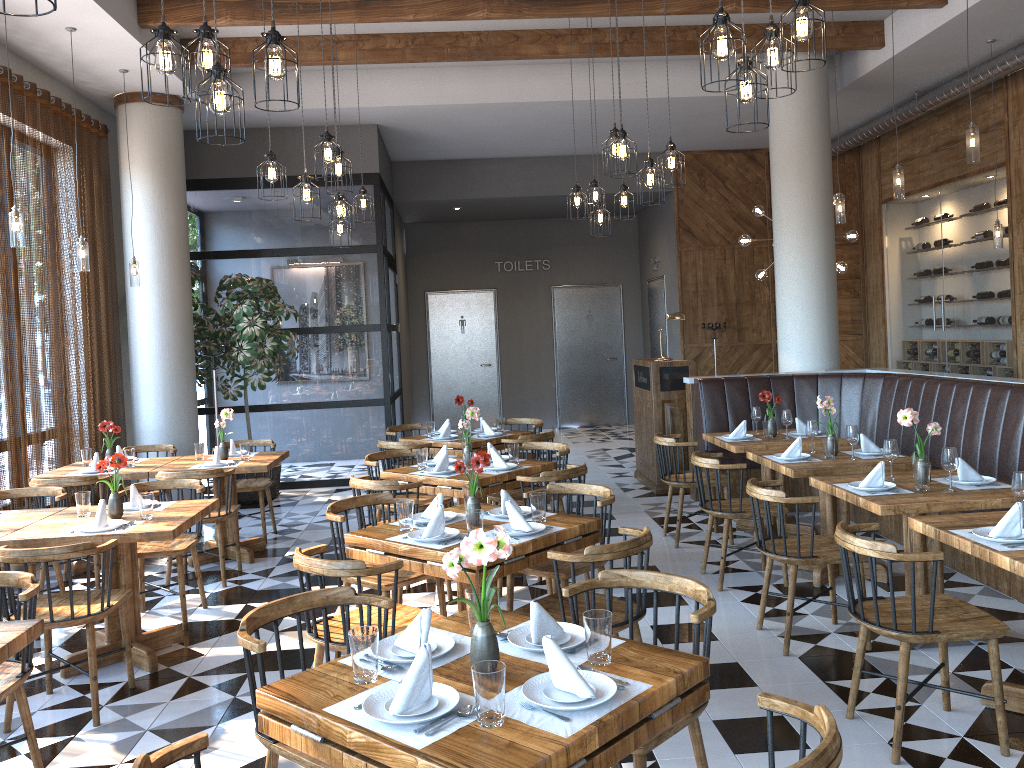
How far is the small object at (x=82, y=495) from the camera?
4.8 meters

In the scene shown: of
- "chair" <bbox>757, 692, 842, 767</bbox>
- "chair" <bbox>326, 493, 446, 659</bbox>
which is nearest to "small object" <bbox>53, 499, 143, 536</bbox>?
"chair" <bbox>326, 493, 446, 659</bbox>

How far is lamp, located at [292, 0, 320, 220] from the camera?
5.8m

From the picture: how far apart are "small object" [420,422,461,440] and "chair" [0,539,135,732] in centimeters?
355cm

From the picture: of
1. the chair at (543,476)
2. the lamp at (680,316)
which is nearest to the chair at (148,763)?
the chair at (543,476)

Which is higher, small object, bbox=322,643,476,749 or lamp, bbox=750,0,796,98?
lamp, bbox=750,0,796,98

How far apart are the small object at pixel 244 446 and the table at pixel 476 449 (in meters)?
1.49

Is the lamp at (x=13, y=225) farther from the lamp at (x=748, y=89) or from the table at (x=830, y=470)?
the table at (x=830, y=470)

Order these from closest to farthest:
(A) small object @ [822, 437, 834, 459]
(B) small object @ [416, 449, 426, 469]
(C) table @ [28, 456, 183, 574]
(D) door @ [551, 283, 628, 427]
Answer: (A) small object @ [822, 437, 834, 459] → (B) small object @ [416, 449, 426, 469] → (C) table @ [28, 456, 183, 574] → (D) door @ [551, 283, 628, 427]

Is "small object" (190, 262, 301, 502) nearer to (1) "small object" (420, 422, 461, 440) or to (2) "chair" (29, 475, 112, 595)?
(1) "small object" (420, 422, 461, 440)
